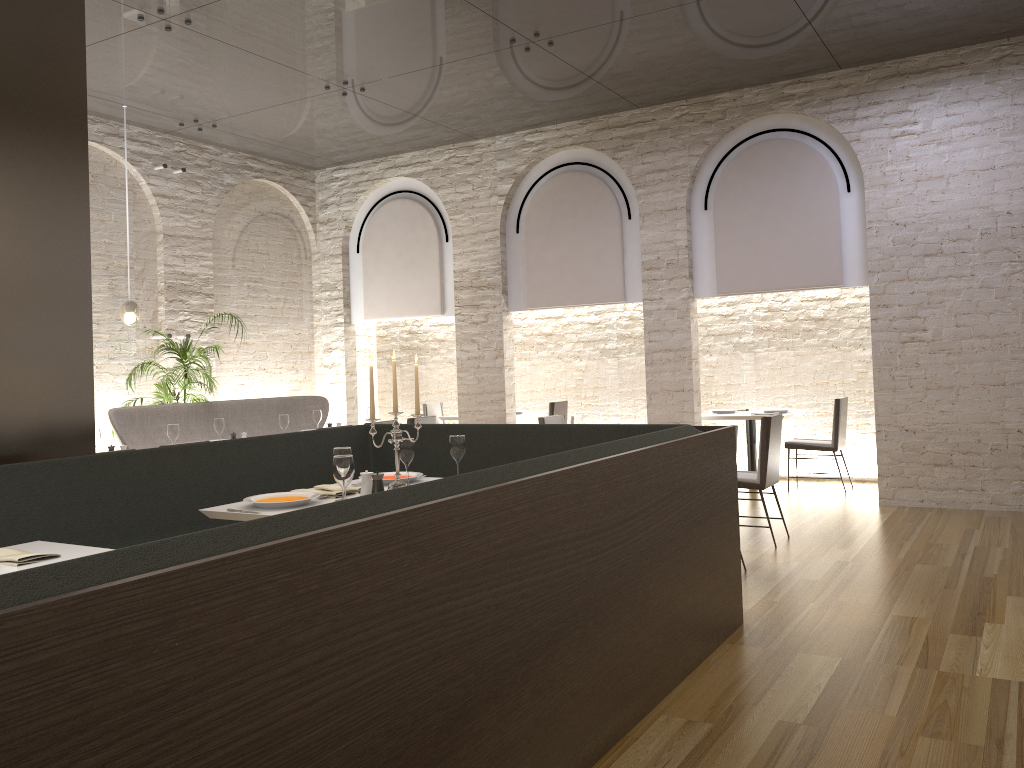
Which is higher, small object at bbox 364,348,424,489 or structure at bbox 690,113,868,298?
structure at bbox 690,113,868,298

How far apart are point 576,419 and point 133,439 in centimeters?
412cm

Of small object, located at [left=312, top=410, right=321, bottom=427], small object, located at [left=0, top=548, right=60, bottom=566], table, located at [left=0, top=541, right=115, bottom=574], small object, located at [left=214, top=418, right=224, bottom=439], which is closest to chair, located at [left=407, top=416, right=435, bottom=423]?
small object, located at [left=312, top=410, right=321, bottom=427]

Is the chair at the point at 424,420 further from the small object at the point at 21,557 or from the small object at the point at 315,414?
the small object at the point at 21,557

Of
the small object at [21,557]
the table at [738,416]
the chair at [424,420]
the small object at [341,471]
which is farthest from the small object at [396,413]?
the table at [738,416]

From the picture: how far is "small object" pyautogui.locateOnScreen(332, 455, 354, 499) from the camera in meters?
3.4

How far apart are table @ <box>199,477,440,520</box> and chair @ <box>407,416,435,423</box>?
3.4 meters

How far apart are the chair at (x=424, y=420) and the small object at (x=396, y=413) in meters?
3.8 m

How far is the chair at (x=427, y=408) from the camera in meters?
11.0

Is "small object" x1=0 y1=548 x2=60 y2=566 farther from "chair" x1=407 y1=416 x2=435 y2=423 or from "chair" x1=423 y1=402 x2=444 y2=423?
"chair" x1=423 y1=402 x2=444 y2=423
